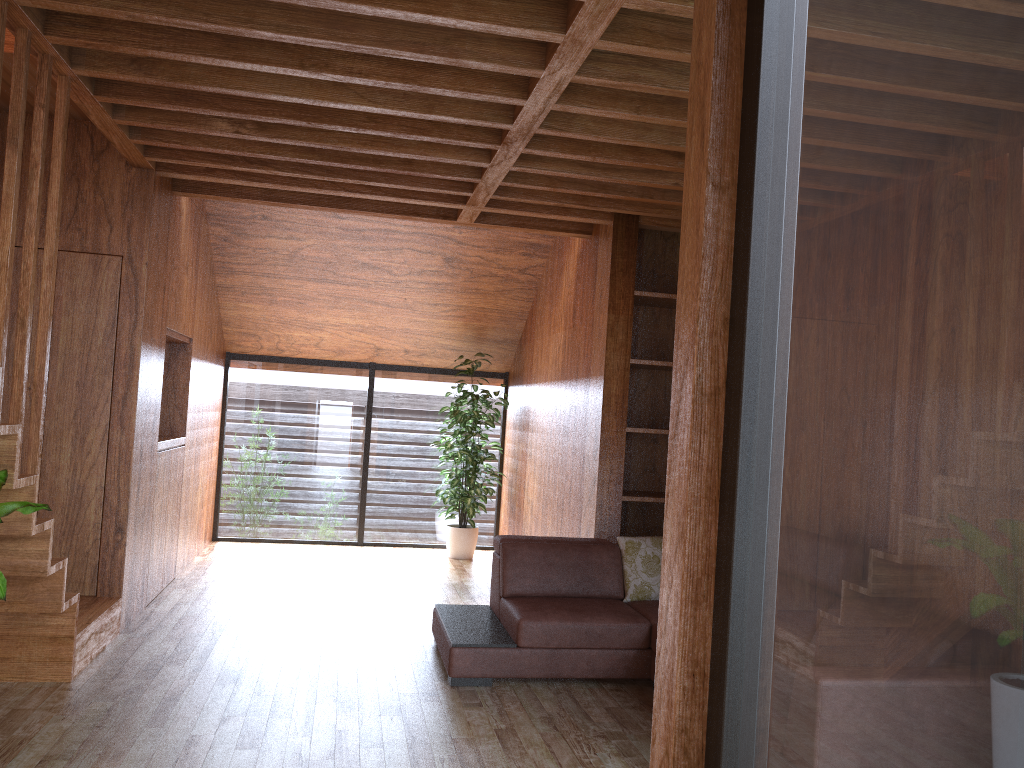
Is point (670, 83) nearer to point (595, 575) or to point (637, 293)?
point (637, 293)

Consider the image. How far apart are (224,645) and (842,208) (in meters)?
3.88

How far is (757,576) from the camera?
1.34m

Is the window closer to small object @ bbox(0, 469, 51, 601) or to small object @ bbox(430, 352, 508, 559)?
small object @ bbox(430, 352, 508, 559)

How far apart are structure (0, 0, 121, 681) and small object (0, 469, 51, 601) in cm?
7

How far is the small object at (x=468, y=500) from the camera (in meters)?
7.02

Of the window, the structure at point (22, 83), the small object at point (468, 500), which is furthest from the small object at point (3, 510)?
the small object at point (468, 500)

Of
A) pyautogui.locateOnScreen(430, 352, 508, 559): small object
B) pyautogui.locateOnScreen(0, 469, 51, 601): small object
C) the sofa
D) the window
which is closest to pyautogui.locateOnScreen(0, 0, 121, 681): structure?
pyautogui.locateOnScreen(0, 469, 51, 601): small object

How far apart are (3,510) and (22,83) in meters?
1.3 m

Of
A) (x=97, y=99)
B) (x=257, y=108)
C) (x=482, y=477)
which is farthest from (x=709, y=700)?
(x=482, y=477)
